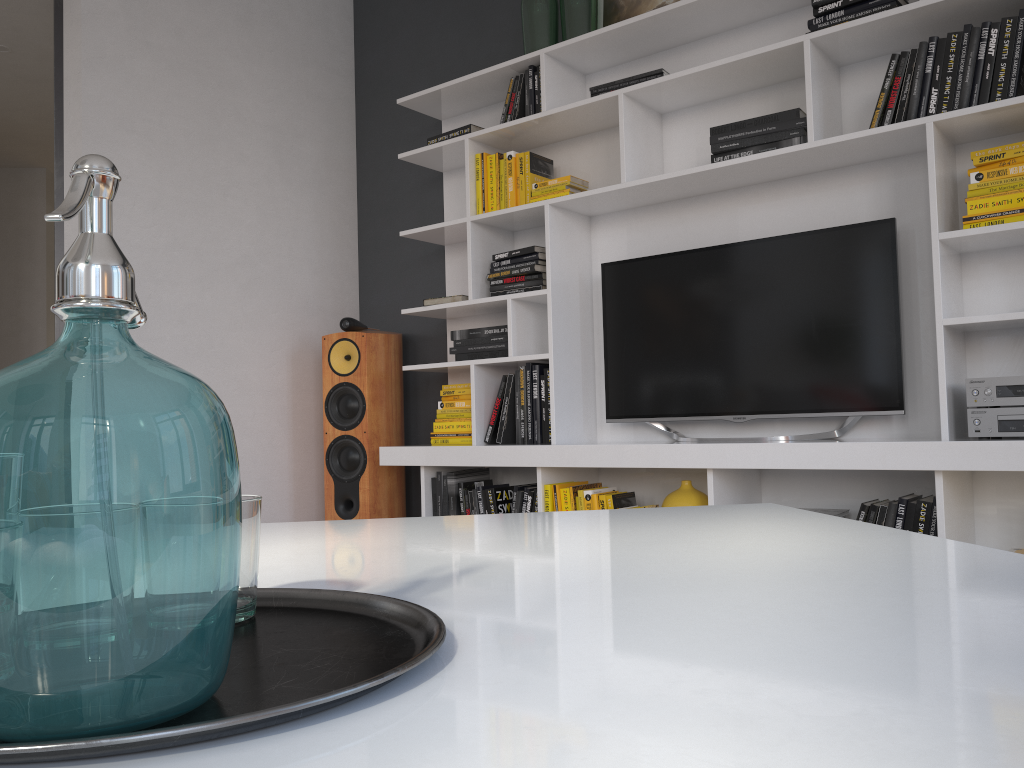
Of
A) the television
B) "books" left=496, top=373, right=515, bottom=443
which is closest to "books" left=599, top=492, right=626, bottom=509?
the television

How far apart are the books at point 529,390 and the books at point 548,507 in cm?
43

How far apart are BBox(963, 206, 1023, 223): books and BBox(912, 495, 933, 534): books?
0.8 meters

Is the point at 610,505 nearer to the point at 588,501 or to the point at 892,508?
the point at 588,501

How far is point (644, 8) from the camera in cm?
351

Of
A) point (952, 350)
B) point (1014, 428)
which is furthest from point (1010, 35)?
point (1014, 428)

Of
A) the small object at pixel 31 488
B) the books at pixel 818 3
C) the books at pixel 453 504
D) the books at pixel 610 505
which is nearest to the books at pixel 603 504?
the books at pixel 610 505

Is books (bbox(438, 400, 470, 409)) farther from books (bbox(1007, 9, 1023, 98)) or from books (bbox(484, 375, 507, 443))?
books (bbox(1007, 9, 1023, 98))

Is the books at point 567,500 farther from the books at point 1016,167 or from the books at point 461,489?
the books at point 1016,167

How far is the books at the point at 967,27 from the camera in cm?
259
